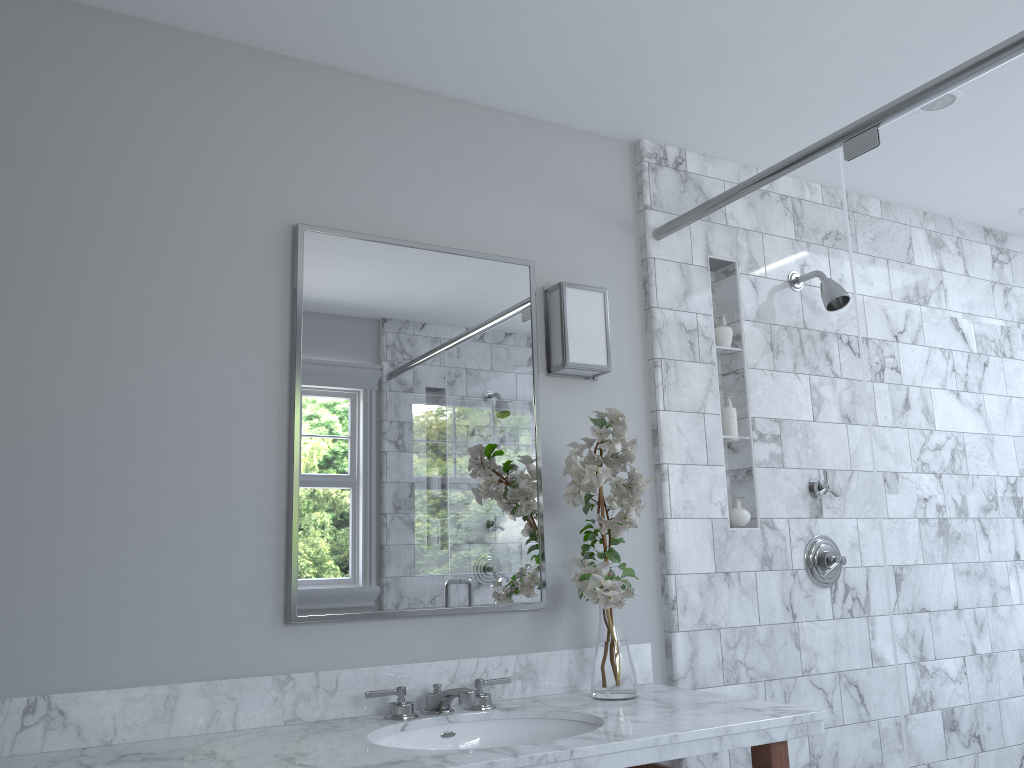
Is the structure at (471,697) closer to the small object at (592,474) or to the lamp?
the small object at (592,474)

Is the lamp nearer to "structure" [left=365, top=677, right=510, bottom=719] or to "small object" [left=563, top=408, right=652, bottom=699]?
"small object" [left=563, top=408, right=652, bottom=699]

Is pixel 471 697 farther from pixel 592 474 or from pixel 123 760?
pixel 123 760

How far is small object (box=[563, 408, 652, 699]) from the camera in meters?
2.2

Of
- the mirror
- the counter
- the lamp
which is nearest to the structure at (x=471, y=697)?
the counter

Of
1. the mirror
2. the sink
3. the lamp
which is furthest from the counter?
the lamp

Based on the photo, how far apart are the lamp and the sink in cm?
93

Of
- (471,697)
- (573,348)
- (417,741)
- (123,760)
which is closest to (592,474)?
(573,348)

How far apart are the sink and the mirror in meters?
0.3 m

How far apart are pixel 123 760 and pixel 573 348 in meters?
1.5
